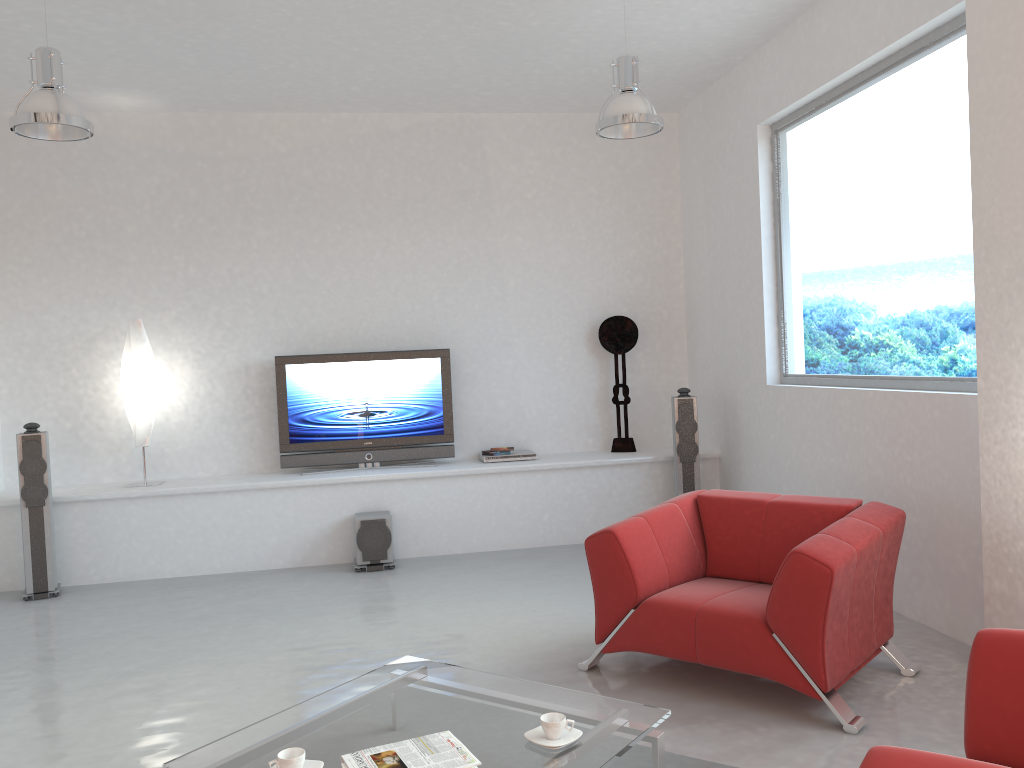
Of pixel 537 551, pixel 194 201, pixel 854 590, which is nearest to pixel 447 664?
pixel 854 590

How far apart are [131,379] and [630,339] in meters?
3.9 m

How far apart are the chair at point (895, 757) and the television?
5.0m

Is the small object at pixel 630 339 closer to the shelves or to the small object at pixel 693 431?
the shelves

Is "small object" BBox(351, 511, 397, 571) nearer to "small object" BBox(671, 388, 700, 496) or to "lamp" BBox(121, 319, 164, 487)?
"lamp" BBox(121, 319, 164, 487)

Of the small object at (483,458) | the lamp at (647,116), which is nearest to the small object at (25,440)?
the small object at (483,458)

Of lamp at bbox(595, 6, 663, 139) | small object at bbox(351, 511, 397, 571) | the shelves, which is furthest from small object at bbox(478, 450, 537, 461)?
lamp at bbox(595, 6, 663, 139)

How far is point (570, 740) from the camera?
2.7 meters

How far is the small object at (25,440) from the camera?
5.9 meters

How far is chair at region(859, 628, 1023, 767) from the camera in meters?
1.7 m
